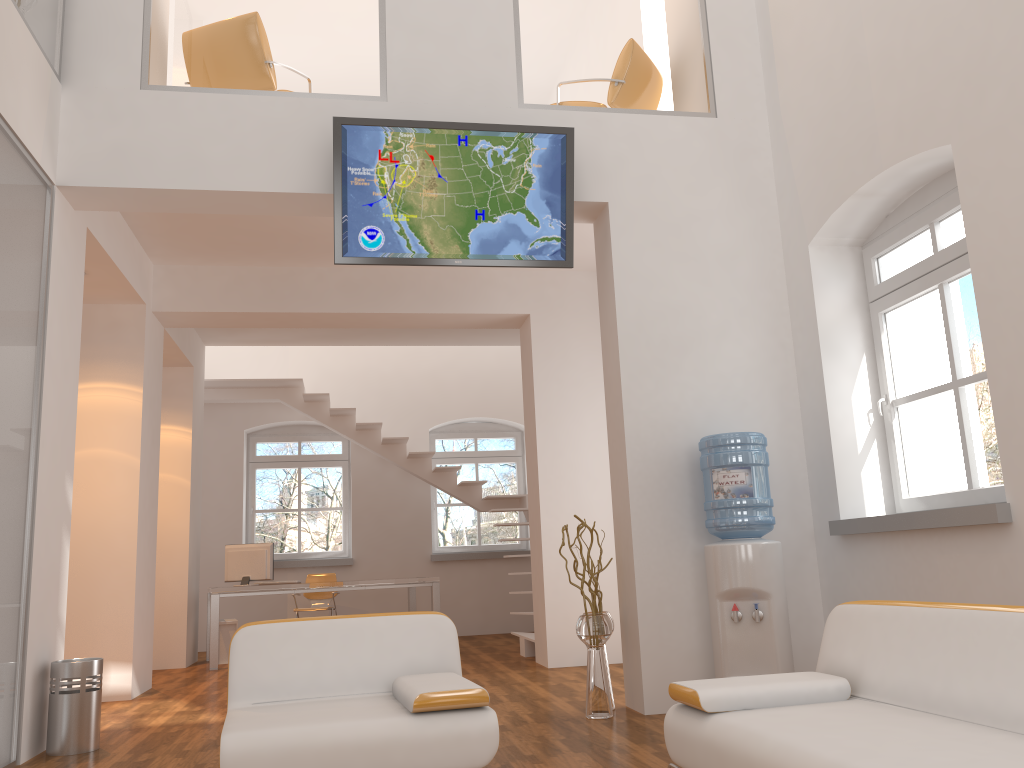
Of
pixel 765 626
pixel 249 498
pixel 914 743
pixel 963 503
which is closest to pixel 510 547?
pixel 249 498

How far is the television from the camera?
5.00m

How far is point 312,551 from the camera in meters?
12.9 m

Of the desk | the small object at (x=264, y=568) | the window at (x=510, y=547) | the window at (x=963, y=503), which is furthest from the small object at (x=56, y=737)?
the window at (x=510, y=547)

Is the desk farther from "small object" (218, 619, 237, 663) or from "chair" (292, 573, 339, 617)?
"small object" (218, 619, 237, 663)

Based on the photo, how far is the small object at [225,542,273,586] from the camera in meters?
8.9 m

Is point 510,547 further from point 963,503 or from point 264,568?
point 963,503

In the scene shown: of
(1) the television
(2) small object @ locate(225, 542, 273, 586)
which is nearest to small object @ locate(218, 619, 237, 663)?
(2) small object @ locate(225, 542, 273, 586)

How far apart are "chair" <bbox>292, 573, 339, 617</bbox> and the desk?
0.29m

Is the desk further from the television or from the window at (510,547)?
the television
